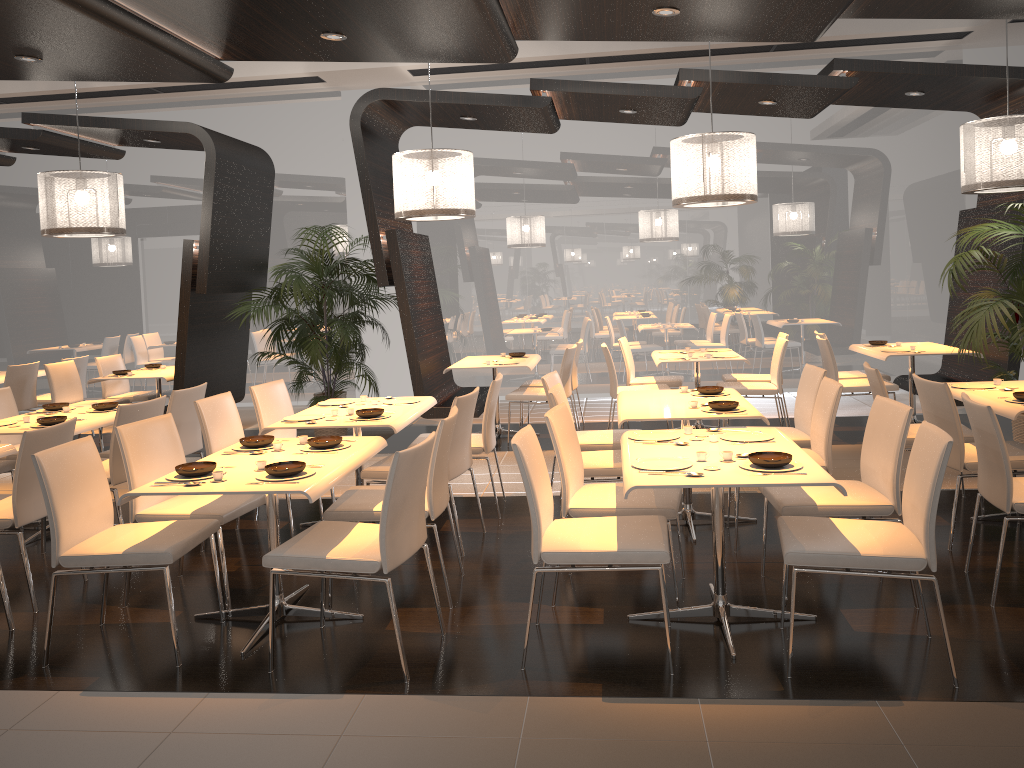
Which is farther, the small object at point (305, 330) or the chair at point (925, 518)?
the small object at point (305, 330)

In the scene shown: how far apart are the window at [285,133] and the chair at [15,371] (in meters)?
2.45

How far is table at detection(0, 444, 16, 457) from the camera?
4.7 meters

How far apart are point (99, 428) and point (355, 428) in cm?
406

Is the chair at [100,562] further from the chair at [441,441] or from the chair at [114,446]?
the chair at [114,446]

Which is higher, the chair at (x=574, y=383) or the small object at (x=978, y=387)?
the small object at (x=978, y=387)

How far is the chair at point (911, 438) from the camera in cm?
527

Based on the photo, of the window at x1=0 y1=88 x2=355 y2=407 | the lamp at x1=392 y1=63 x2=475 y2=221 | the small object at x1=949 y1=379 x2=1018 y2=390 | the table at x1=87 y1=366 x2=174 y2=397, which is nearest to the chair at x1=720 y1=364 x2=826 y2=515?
the small object at x1=949 y1=379 x2=1018 y2=390

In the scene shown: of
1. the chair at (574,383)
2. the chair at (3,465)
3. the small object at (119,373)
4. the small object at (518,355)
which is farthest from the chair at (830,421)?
the small object at (119,373)

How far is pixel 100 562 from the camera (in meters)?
3.61
